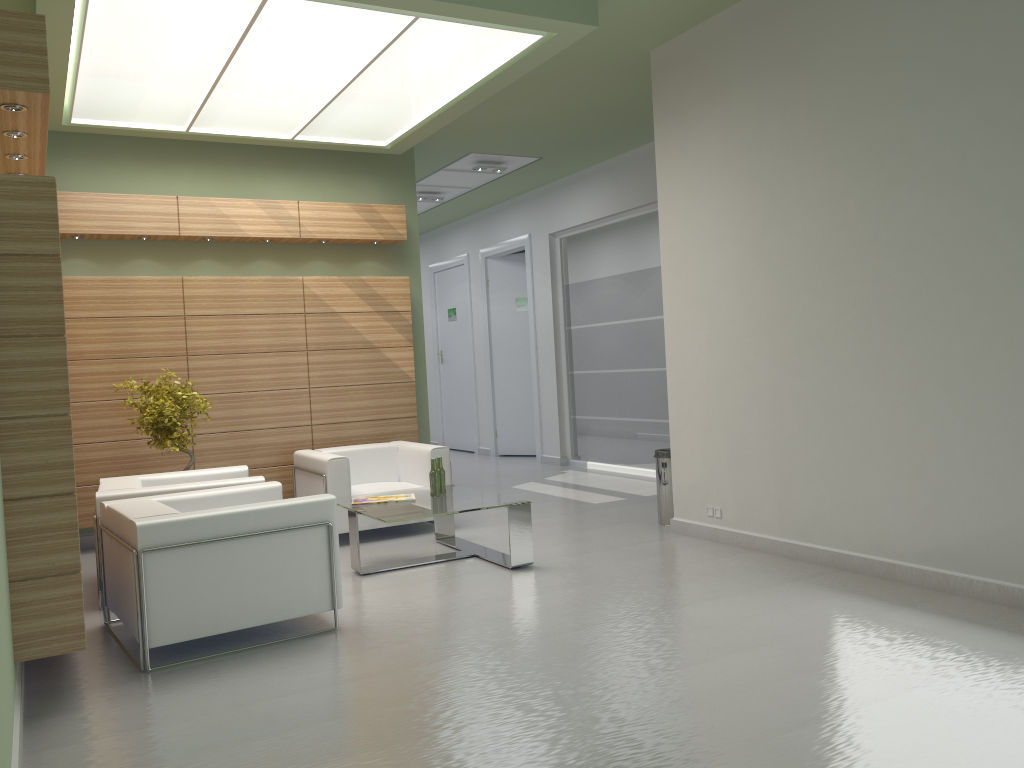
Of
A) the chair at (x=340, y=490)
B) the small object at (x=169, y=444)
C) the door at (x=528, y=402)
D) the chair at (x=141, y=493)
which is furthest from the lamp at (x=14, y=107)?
the door at (x=528, y=402)

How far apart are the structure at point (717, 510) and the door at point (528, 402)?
11.36m

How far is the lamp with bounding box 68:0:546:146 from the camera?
9.02m

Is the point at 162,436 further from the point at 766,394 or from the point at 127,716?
the point at 766,394

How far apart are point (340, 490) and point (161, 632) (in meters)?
4.79

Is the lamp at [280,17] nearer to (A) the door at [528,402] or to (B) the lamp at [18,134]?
(B) the lamp at [18,134]

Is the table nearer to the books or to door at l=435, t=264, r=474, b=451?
the books

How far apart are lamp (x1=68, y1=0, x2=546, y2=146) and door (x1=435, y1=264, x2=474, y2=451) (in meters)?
10.05

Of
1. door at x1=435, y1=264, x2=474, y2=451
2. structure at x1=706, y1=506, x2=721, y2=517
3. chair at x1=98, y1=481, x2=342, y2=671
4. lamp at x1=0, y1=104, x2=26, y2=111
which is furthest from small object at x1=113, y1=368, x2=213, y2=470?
door at x1=435, y1=264, x2=474, y2=451

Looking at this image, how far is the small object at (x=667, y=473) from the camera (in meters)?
12.23
